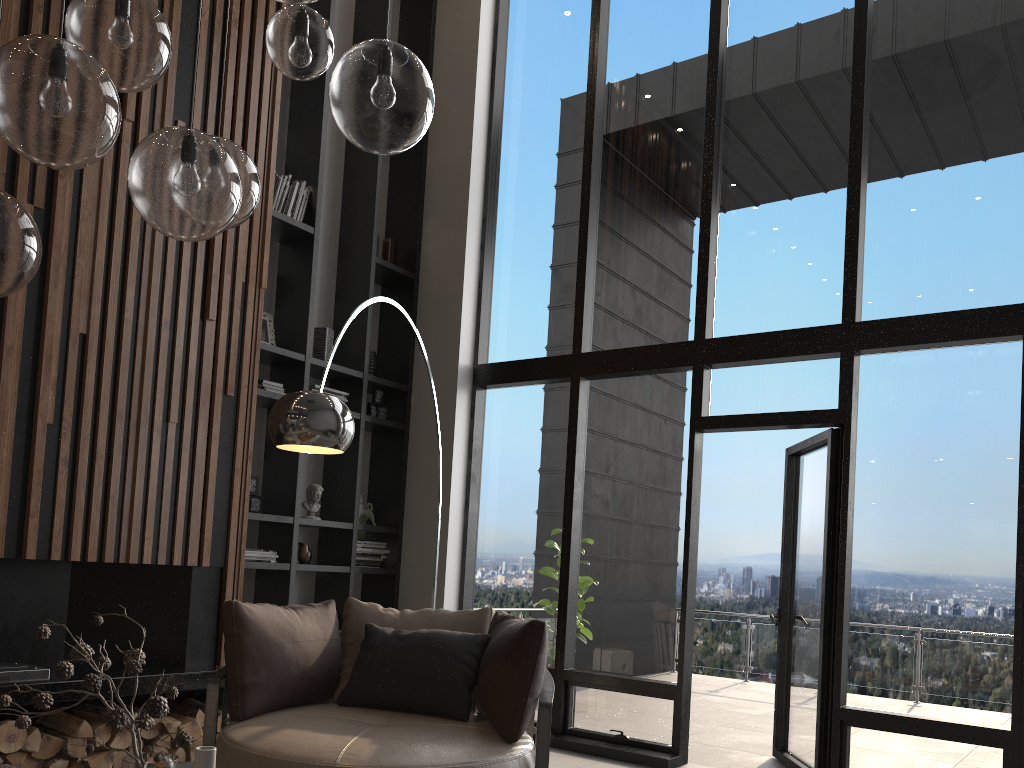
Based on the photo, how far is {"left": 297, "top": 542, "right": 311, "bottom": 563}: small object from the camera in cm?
563

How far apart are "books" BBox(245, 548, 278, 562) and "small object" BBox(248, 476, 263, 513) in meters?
0.3

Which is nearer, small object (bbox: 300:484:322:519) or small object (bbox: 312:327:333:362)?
small object (bbox: 300:484:322:519)

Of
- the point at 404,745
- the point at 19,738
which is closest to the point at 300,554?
the point at 19,738

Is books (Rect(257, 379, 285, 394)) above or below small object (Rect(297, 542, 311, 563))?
above

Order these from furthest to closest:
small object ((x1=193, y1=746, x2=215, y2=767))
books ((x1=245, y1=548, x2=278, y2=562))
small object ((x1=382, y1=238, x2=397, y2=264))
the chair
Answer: small object ((x1=382, y1=238, x2=397, y2=264)), books ((x1=245, y1=548, x2=278, y2=562)), the chair, small object ((x1=193, y1=746, x2=215, y2=767))

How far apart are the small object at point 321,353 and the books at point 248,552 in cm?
133

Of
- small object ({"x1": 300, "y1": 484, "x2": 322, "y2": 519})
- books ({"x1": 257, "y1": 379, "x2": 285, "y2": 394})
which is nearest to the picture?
books ({"x1": 257, "y1": 379, "x2": 285, "y2": 394})

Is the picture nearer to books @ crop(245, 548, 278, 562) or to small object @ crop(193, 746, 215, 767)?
books @ crop(245, 548, 278, 562)

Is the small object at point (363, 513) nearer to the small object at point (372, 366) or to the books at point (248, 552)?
the books at point (248, 552)
